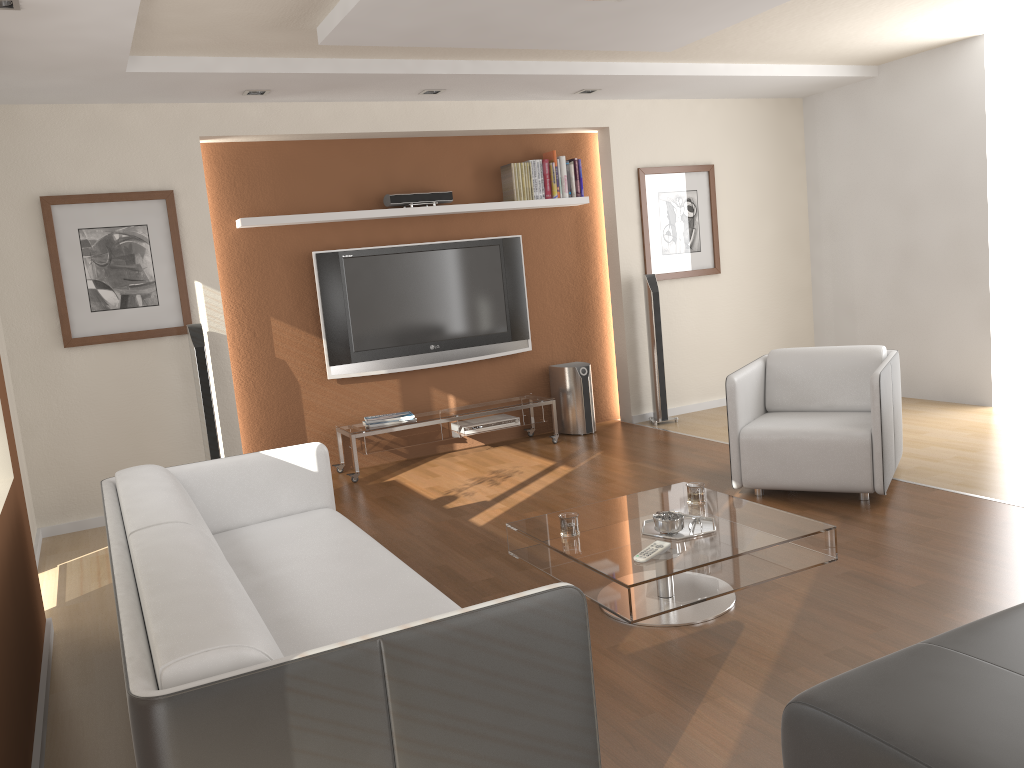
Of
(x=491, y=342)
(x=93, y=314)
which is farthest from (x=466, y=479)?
(x=93, y=314)

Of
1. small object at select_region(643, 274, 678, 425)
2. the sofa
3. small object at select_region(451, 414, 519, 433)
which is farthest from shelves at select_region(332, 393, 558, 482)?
the sofa

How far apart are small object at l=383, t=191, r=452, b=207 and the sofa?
2.8m

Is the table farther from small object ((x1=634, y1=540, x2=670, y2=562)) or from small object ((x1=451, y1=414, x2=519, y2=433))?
small object ((x1=451, y1=414, x2=519, y2=433))

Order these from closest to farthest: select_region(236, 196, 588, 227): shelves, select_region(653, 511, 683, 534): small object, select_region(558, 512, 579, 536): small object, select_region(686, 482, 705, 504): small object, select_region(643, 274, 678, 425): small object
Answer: select_region(653, 511, 683, 534): small object < select_region(558, 512, 579, 536): small object < select_region(686, 482, 705, 504): small object < select_region(236, 196, 588, 227): shelves < select_region(643, 274, 678, 425): small object

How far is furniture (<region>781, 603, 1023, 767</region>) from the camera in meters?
1.7

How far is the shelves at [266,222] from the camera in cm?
577

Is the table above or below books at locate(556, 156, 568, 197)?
below

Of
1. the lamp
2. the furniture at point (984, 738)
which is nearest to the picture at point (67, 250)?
the lamp

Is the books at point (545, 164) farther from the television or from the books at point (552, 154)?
the television
